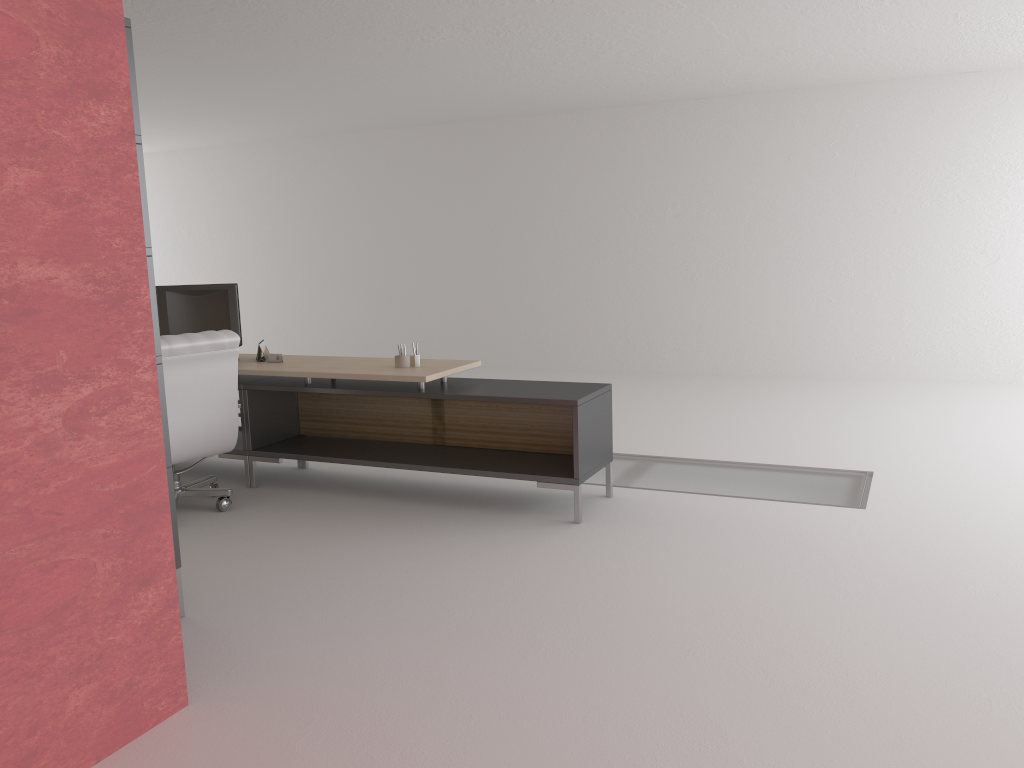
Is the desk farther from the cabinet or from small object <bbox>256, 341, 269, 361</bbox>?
the cabinet

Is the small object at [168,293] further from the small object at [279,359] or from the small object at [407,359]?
the small object at [407,359]

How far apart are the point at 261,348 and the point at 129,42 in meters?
4.1

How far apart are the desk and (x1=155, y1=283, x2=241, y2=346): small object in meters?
0.3

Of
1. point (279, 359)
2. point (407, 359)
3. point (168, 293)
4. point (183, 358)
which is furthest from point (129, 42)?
point (168, 293)

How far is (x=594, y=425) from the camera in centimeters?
756cm

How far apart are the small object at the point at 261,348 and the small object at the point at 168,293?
0.4m

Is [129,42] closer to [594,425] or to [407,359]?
[407,359]

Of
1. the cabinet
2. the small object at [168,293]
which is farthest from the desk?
the cabinet

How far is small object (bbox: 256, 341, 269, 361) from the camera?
8.88m
